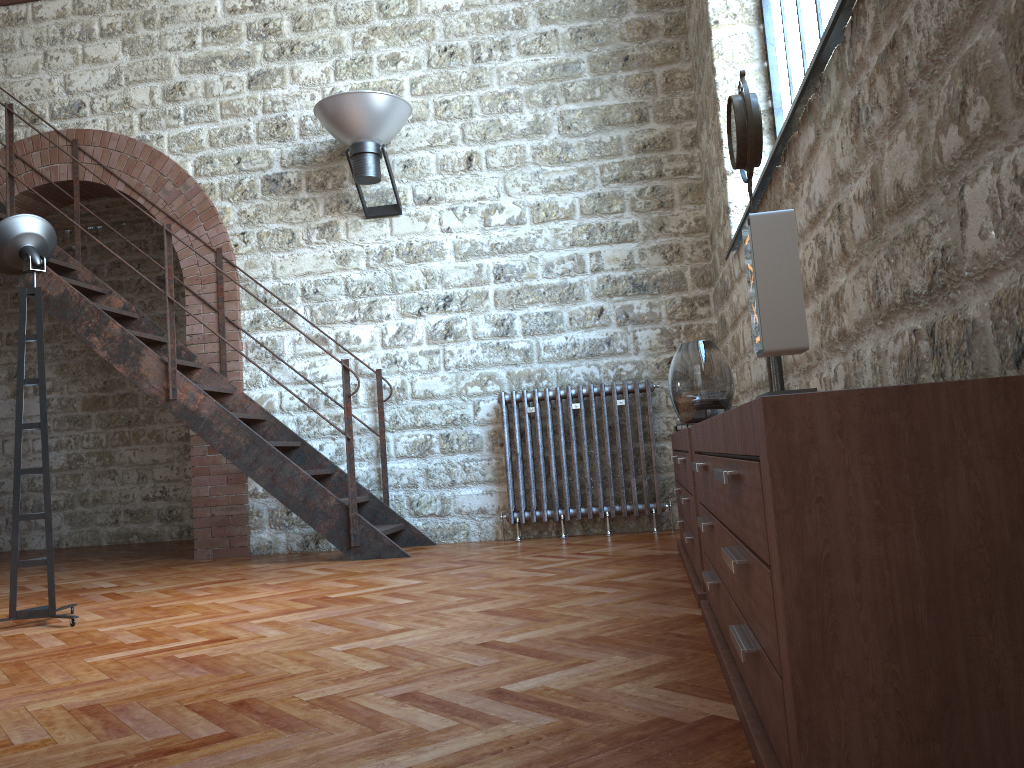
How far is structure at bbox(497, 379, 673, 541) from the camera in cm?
569

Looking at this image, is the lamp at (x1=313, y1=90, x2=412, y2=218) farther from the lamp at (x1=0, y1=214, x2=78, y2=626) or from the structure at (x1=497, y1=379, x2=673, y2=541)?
the lamp at (x1=0, y1=214, x2=78, y2=626)

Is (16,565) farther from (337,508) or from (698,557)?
(698,557)

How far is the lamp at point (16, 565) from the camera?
3.7m

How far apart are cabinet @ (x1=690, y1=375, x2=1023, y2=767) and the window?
1.86m

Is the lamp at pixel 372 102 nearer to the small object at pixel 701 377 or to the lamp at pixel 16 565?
the lamp at pixel 16 565

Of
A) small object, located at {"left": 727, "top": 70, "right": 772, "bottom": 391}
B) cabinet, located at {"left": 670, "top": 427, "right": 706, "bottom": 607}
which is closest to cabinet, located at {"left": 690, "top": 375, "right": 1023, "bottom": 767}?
cabinet, located at {"left": 670, "top": 427, "right": 706, "bottom": 607}

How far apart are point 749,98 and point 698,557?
1.6m

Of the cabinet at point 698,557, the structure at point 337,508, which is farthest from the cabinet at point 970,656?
the structure at point 337,508

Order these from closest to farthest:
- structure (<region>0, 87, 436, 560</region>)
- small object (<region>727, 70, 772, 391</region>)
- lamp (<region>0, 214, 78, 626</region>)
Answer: small object (<region>727, 70, 772, 391</region>)
lamp (<region>0, 214, 78, 626</region>)
structure (<region>0, 87, 436, 560</region>)
